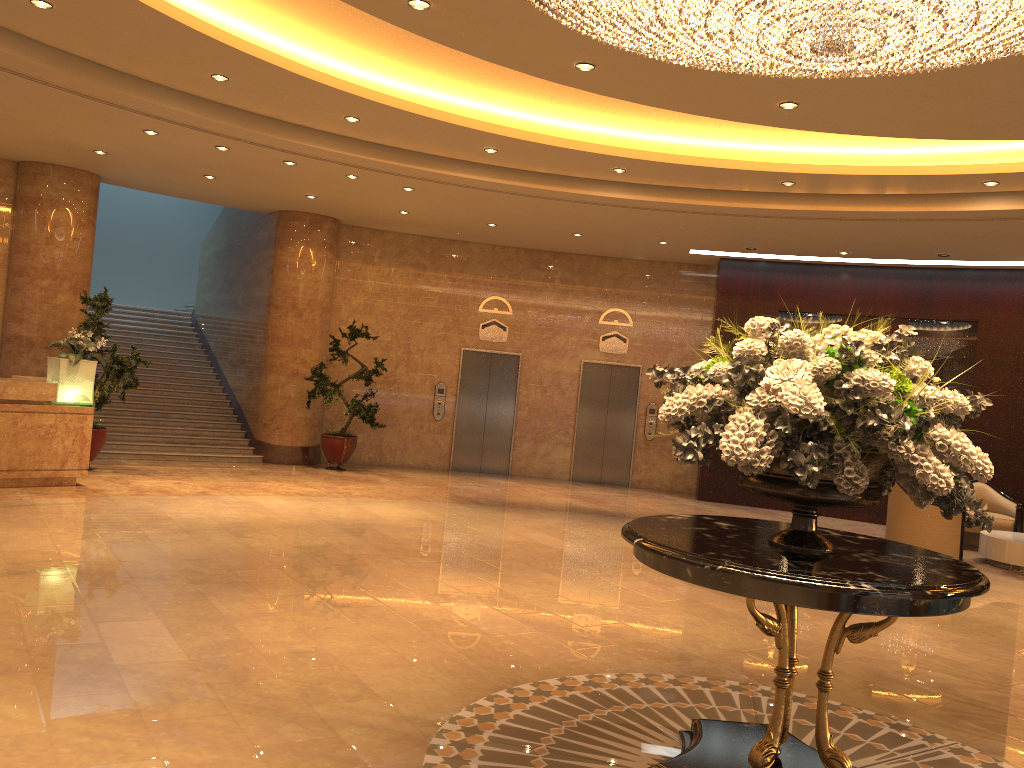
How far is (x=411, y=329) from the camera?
15.2m

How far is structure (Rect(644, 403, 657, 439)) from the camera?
15.4 meters

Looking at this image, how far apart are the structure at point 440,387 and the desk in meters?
6.3 m

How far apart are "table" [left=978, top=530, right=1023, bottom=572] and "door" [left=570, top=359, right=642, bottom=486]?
5.97m

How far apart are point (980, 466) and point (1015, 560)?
8.4 meters

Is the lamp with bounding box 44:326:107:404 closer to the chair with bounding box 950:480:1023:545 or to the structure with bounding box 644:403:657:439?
the structure with bounding box 644:403:657:439

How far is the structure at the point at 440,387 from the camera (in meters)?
15.26

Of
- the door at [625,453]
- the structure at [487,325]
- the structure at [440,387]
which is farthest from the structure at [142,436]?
the door at [625,453]

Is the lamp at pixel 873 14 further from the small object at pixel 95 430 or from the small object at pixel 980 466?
the small object at pixel 95 430

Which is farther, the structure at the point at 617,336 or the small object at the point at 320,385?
the structure at the point at 617,336
